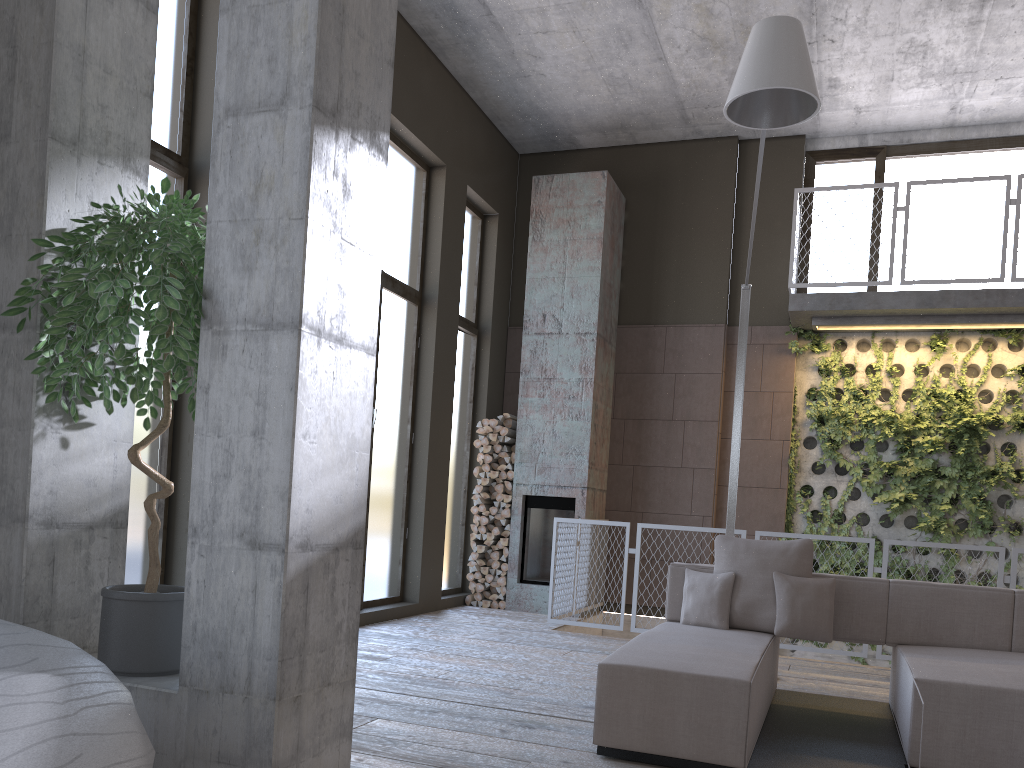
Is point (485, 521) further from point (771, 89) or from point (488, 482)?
point (771, 89)

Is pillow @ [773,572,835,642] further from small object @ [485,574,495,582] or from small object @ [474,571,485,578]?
small object @ [474,571,485,578]

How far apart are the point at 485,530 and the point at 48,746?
7.3 meters

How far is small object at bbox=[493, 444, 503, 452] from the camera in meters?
9.2 m

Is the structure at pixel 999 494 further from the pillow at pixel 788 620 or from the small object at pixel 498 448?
the pillow at pixel 788 620

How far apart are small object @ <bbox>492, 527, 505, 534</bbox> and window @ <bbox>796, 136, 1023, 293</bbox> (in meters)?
4.19

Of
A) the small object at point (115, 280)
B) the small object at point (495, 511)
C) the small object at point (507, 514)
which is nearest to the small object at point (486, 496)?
the small object at point (495, 511)

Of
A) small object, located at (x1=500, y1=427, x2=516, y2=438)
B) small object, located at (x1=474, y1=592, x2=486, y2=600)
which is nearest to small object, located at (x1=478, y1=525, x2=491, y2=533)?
small object, located at (x1=474, y1=592, x2=486, y2=600)

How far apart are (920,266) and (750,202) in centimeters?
187cm

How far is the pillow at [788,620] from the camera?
4.7 meters
